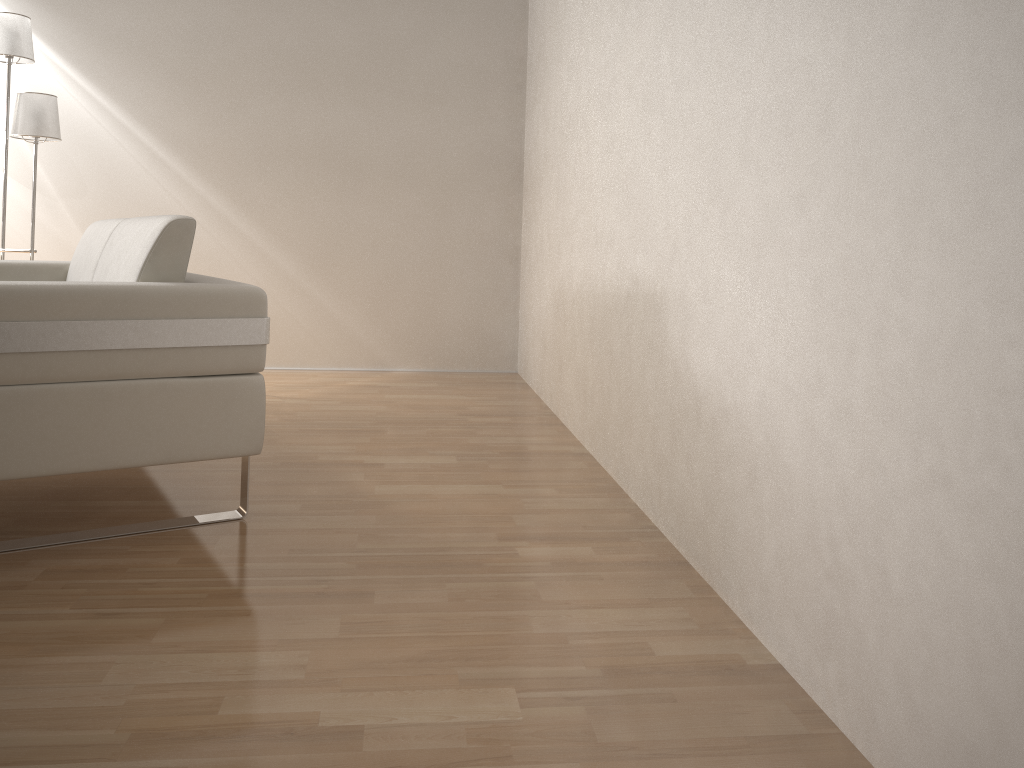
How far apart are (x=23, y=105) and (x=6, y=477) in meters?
2.6 m

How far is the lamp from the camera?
3.8 meters

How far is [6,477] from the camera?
1.8 meters

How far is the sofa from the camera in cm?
179

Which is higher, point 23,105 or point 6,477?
point 23,105

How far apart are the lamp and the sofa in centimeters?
84cm

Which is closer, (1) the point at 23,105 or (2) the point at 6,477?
(2) the point at 6,477

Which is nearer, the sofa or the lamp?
the sofa

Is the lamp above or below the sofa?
above
